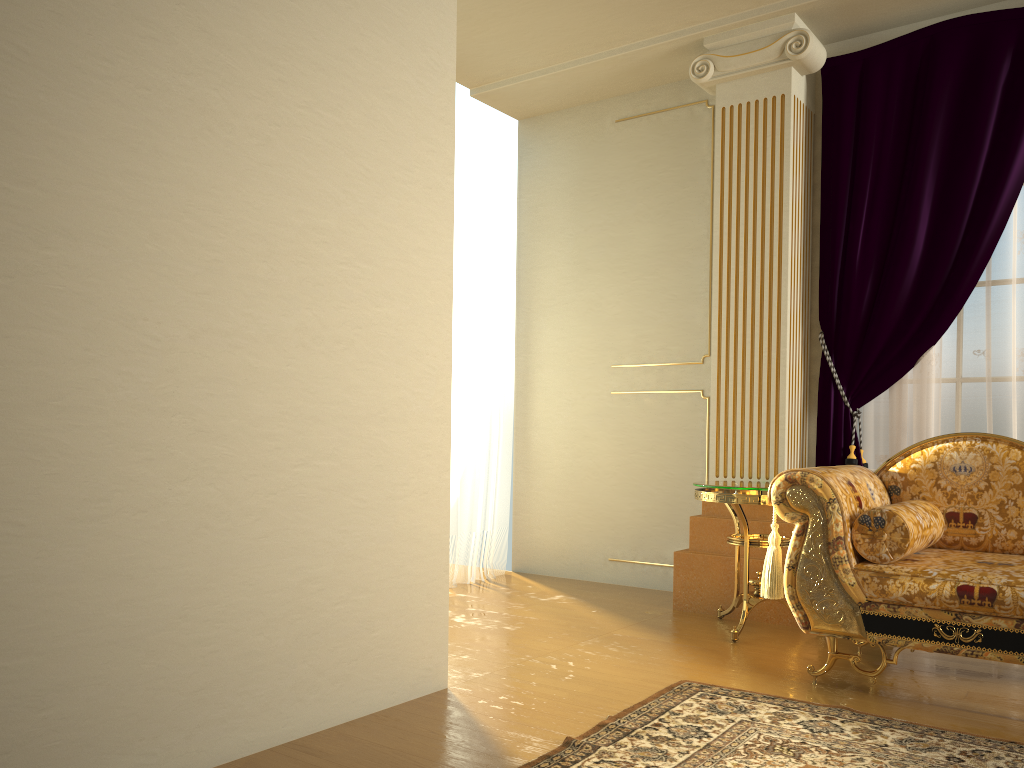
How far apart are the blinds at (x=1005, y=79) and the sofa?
0.6m

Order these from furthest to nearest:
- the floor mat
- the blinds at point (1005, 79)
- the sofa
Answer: the blinds at point (1005, 79)
the sofa
the floor mat

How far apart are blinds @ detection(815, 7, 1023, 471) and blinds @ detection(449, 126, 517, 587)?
1.81m

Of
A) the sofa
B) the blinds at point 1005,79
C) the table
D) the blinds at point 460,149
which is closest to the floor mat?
the sofa

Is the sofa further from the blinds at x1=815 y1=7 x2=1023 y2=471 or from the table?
the blinds at x1=815 y1=7 x2=1023 y2=471

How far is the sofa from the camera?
2.7 meters

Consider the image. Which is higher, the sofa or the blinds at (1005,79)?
the blinds at (1005,79)

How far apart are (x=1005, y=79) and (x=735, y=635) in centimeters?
259cm

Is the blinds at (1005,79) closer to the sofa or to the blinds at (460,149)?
the sofa

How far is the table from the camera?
3.53m
